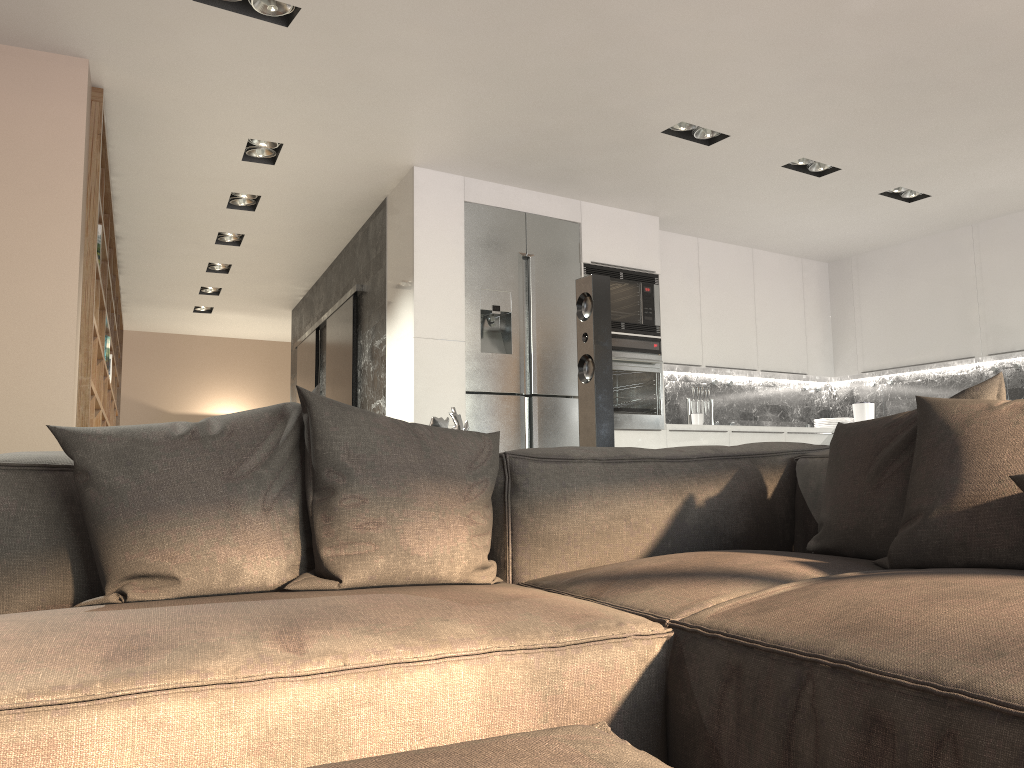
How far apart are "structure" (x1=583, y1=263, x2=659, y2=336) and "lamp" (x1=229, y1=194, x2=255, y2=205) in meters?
2.4 m

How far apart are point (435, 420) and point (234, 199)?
3.95m

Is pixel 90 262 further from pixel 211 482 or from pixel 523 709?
pixel 523 709

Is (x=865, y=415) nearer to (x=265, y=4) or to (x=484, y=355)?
(x=484, y=355)

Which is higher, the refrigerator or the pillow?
the refrigerator

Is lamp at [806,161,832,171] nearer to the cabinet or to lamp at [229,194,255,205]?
the cabinet

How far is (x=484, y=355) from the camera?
5.43m

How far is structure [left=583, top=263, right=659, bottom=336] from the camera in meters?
6.0 m

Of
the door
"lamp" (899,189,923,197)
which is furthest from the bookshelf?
"lamp" (899,189,923,197)

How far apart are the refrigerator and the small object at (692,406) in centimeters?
133cm
